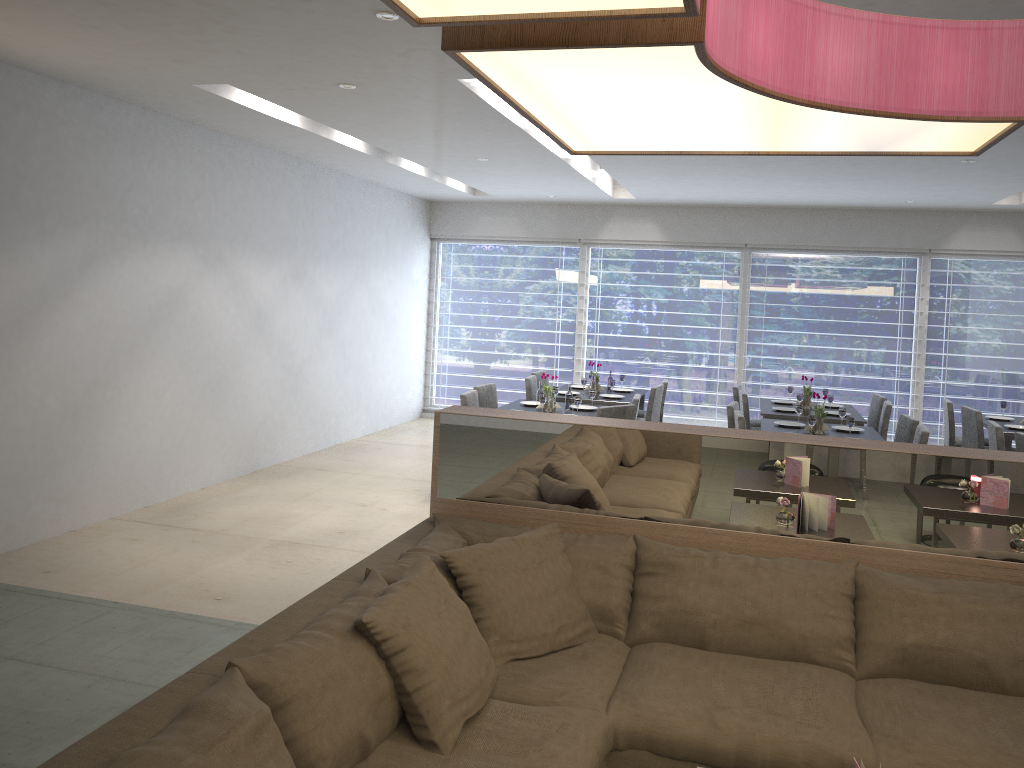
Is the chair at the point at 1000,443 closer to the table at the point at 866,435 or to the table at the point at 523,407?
the table at the point at 866,435

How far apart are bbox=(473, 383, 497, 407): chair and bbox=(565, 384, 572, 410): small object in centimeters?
68cm

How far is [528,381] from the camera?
7.5m

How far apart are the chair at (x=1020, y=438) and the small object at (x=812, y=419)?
1.2 meters

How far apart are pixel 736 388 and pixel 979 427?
1.9m

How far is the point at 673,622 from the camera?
2.8m

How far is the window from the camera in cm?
883

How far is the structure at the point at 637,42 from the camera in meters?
1.5 m

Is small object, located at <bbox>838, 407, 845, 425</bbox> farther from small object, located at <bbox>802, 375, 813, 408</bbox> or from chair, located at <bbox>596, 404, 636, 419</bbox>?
chair, located at <bbox>596, 404, 636, 419</bbox>

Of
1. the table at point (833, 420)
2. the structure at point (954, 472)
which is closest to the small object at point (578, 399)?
the table at point (833, 420)
